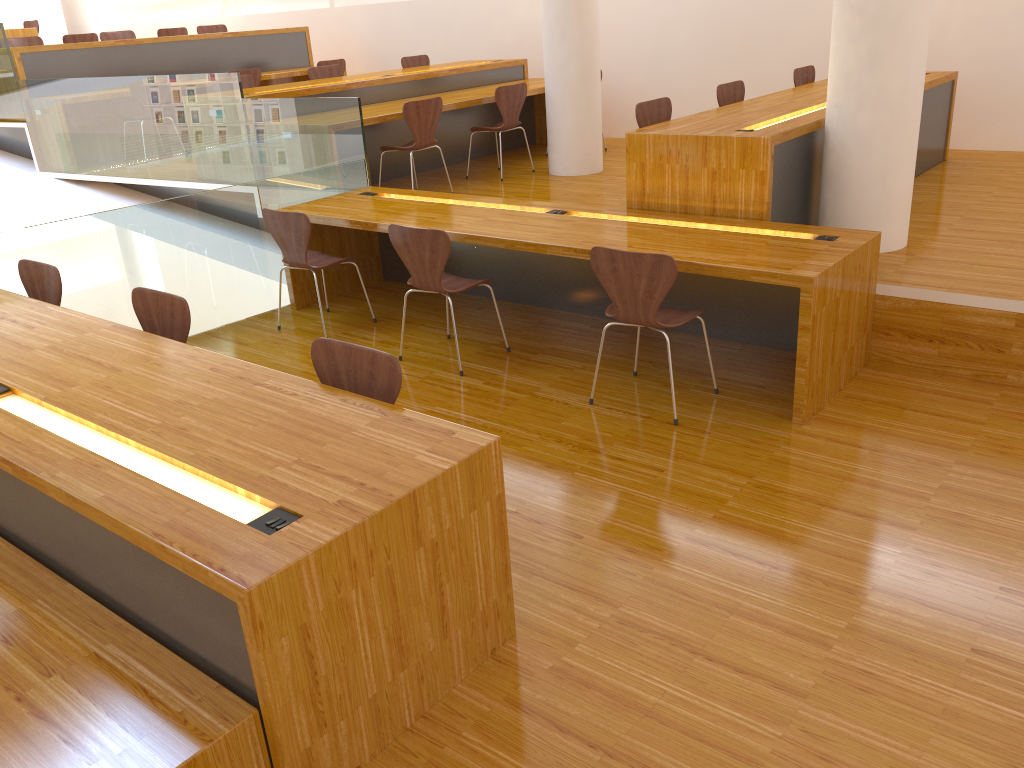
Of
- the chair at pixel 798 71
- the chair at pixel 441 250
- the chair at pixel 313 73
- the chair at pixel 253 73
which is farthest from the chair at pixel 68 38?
the chair at pixel 798 71

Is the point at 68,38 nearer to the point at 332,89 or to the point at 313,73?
the point at 313,73

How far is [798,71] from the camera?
6.37m

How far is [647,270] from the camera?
3.40m

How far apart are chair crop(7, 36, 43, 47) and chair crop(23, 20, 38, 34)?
2.7 meters

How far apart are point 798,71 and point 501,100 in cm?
216

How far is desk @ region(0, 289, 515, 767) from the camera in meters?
1.8

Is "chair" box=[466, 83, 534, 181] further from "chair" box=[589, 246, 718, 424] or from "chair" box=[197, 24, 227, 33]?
"chair" box=[197, 24, 227, 33]

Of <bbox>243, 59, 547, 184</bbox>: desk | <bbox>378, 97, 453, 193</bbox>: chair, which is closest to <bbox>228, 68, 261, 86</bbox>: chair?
<bbox>243, 59, 547, 184</bbox>: desk

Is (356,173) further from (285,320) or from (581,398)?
(581,398)
